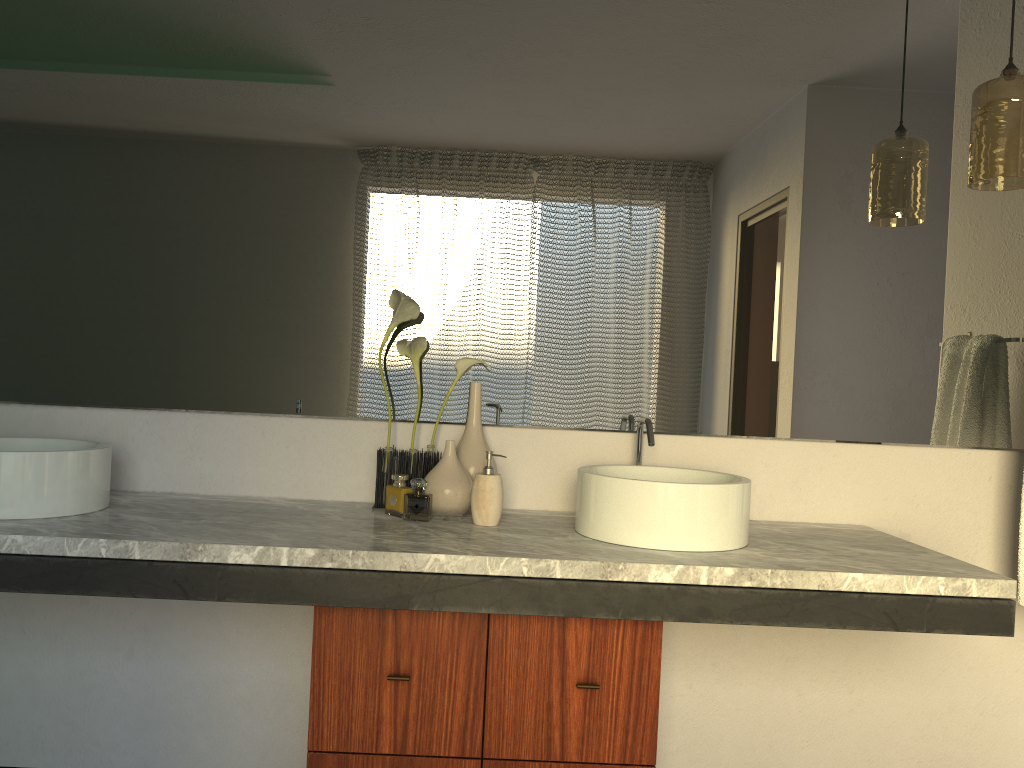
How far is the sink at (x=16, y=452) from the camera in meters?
1.7

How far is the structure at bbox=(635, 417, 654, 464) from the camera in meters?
2.0 m

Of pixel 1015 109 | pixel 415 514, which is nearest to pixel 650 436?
pixel 1015 109

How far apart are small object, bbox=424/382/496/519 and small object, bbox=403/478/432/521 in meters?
0.0 m

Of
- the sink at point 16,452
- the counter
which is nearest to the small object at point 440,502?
the counter

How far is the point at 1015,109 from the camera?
1.9 meters

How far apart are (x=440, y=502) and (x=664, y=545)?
0.49m

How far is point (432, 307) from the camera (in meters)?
2.12

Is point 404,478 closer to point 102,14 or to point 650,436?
point 650,436

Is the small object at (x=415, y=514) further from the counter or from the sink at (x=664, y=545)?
the sink at (x=664, y=545)
